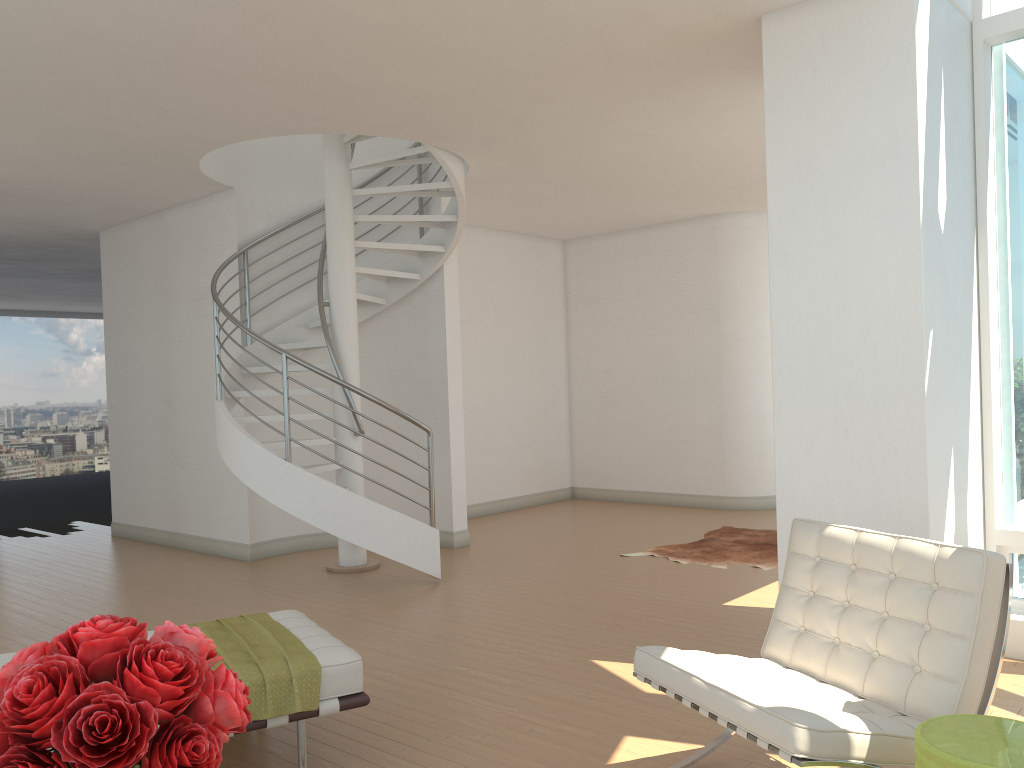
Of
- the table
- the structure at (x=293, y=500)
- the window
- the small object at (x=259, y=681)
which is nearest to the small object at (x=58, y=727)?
the small object at (x=259, y=681)

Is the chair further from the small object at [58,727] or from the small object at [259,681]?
the small object at [58,727]

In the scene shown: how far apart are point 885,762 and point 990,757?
0.45m

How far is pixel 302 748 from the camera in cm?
334

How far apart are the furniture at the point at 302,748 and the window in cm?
348

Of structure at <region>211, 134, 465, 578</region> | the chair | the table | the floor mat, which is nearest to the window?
the chair

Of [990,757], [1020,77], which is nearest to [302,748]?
[990,757]

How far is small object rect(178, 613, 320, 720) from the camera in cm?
322

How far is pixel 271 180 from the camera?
8.38m

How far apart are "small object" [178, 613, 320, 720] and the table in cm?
205
